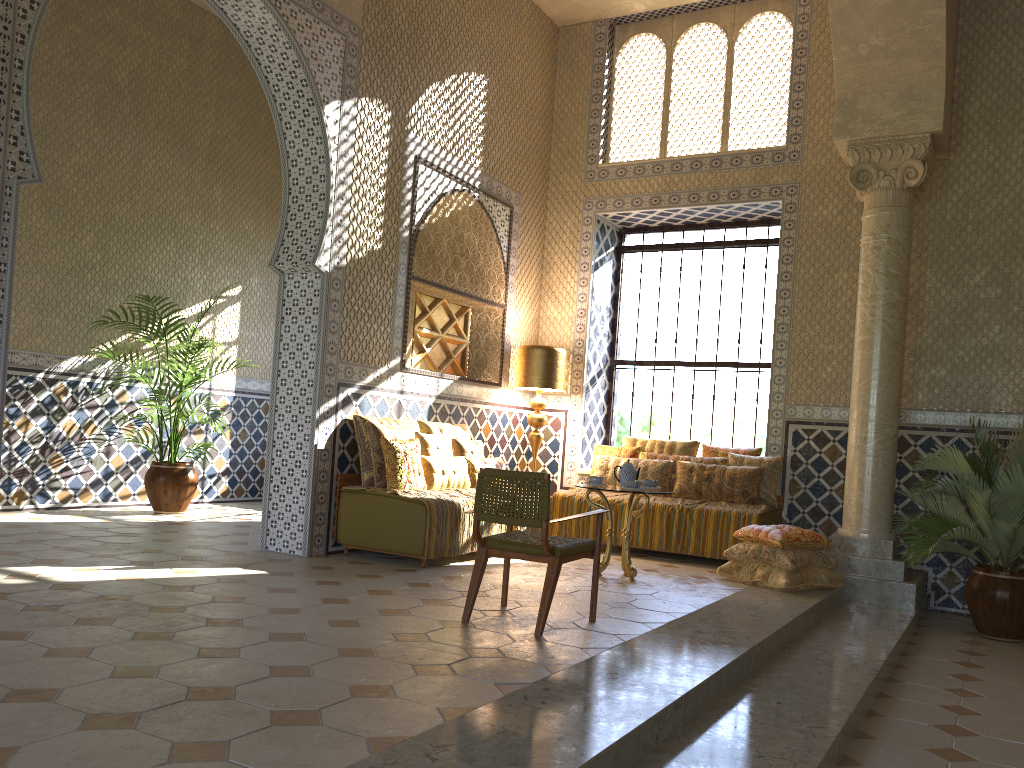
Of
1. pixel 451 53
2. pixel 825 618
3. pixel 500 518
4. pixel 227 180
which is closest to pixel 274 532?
pixel 500 518

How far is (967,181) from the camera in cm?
1122

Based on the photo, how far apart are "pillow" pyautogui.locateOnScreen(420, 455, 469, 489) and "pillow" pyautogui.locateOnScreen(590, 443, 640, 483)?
2.71m

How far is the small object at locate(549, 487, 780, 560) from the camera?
11.0 meters

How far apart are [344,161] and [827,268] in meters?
6.5

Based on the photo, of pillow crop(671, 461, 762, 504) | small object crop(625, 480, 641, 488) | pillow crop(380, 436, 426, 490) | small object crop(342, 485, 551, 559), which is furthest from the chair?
pillow crop(671, 461, 762, 504)

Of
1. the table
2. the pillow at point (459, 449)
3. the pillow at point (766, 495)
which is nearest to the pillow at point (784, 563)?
the table

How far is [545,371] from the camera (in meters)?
12.73

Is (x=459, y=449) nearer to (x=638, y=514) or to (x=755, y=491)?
(x=638, y=514)

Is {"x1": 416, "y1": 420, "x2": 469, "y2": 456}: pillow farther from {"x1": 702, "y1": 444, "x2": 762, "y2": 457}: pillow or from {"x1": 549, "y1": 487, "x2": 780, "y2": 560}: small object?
{"x1": 702, "y1": 444, "x2": 762, "y2": 457}: pillow
